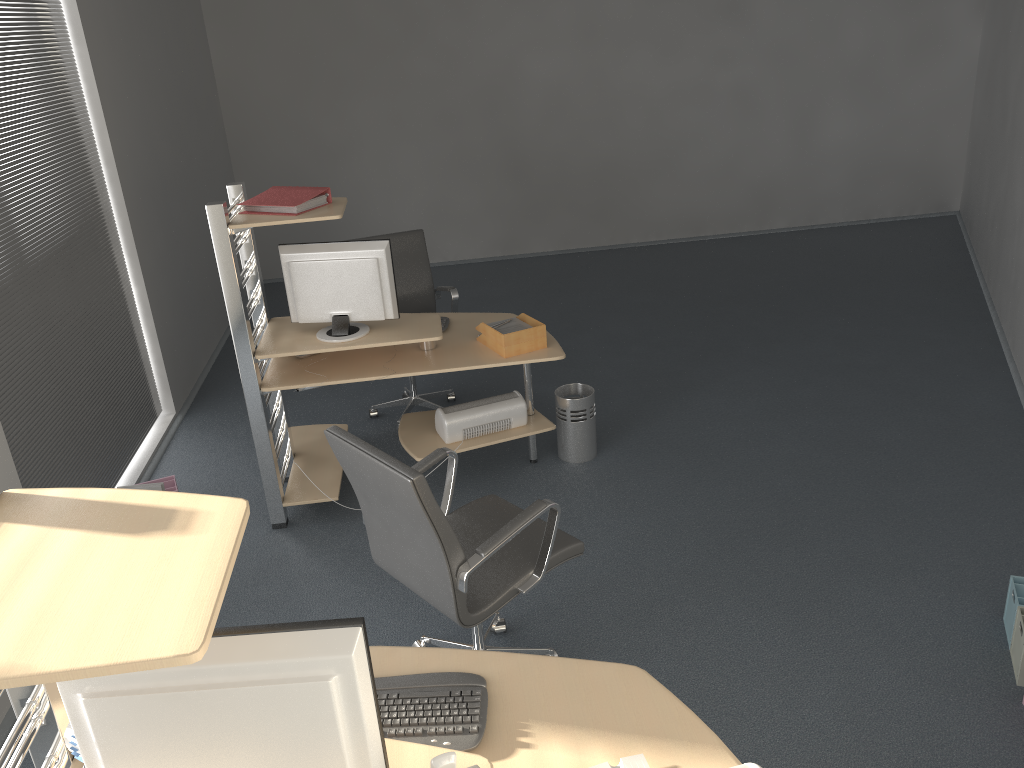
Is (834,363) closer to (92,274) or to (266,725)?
(92,274)

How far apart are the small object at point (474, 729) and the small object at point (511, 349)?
2.13m

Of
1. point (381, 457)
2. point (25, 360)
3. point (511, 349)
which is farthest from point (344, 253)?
point (381, 457)

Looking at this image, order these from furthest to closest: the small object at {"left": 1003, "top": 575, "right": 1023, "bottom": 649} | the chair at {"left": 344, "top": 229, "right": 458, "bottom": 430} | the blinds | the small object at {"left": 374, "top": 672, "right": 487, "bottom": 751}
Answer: the chair at {"left": 344, "top": 229, "right": 458, "bottom": 430}, the blinds, the small object at {"left": 1003, "top": 575, "right": 1023, "bottom": 649}, the small object at {"left": 374, "top": 672, "right": 487, "bottom": 751}

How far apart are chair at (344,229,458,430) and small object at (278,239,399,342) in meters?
1.0

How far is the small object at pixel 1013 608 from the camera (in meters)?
3.15

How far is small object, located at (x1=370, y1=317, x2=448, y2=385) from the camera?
4.5m

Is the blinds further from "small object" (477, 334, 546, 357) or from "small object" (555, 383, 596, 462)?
"small object" (555, 383, 596, 462)

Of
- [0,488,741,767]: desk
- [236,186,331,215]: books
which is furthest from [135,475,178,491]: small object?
[0,488,741,767]: desk

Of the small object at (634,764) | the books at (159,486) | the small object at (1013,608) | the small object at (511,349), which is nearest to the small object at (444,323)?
the small object at (511,349)
